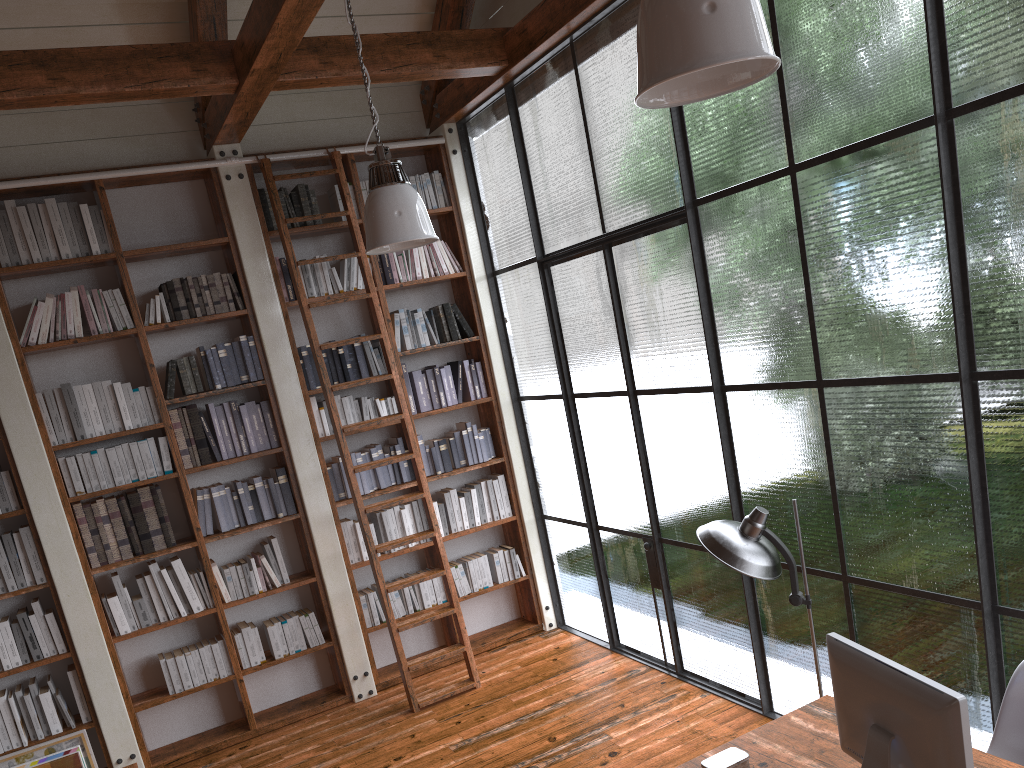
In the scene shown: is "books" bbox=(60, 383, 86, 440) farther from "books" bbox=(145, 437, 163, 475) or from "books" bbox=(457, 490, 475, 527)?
"books" bbox=(457, 490, 475, 527)

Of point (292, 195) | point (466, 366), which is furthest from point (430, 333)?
point (292, 195)

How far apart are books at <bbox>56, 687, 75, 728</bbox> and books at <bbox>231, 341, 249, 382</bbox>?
2.1 meters

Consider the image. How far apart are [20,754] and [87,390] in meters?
2.0

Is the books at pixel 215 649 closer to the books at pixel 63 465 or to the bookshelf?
the bookshelf

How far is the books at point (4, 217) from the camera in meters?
4.9 m

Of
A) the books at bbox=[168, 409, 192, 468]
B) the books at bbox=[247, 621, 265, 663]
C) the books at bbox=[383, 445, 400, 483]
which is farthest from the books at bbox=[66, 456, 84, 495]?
the books at bbox=[383, 445, 400, 483]

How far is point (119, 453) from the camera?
5.15m

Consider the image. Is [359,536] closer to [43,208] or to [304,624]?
[304,624]

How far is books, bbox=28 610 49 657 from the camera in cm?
495
